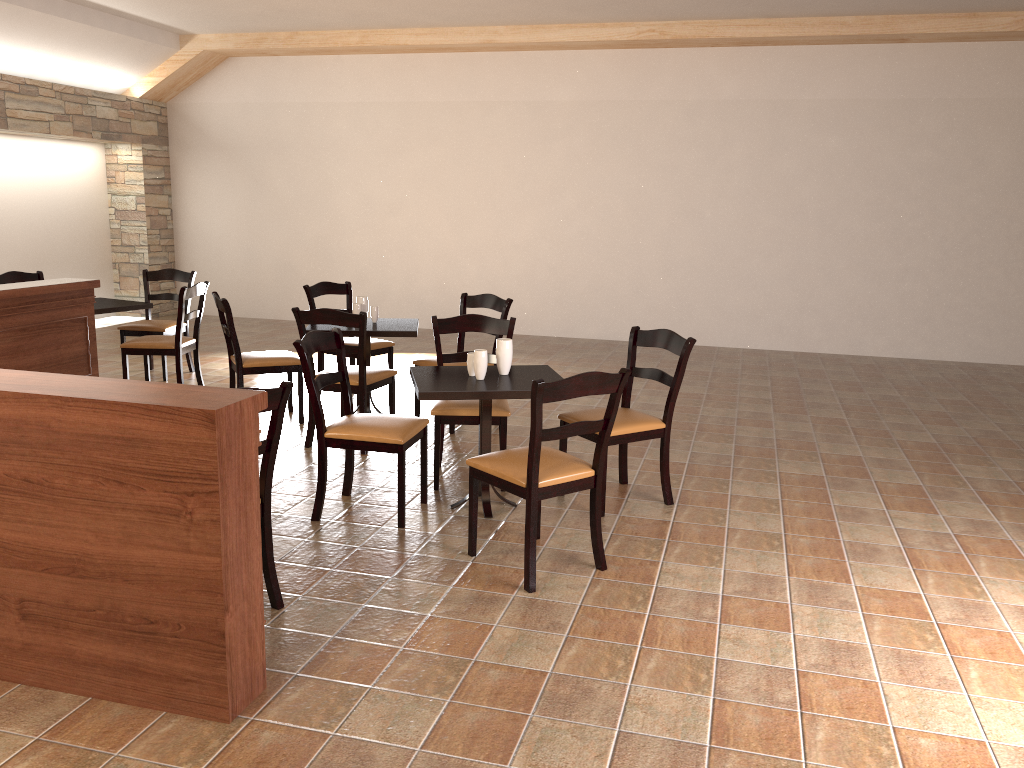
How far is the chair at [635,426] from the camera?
4.2m

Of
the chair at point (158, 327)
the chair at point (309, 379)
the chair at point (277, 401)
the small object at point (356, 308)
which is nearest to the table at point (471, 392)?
the chair at point (309, 379)

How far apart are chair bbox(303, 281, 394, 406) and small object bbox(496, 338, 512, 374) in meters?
2.3 m

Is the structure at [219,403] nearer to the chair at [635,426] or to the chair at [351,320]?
the chair at [635,426]

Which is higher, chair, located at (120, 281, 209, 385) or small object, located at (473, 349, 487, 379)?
small object, located at (473, 349, 487, 379)

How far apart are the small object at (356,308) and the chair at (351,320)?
0.5 meters

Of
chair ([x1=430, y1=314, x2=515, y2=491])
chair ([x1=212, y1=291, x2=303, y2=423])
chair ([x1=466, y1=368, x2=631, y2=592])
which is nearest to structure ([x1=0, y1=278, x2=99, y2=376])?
chair ([x1=212, y1=291, x2=303, y2=423])

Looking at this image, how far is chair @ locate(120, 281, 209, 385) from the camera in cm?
620

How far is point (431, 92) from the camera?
9.8 meters

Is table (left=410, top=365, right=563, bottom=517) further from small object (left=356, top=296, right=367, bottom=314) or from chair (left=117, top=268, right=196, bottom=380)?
chair (left=117, top=268, right=196, bottom=380)
